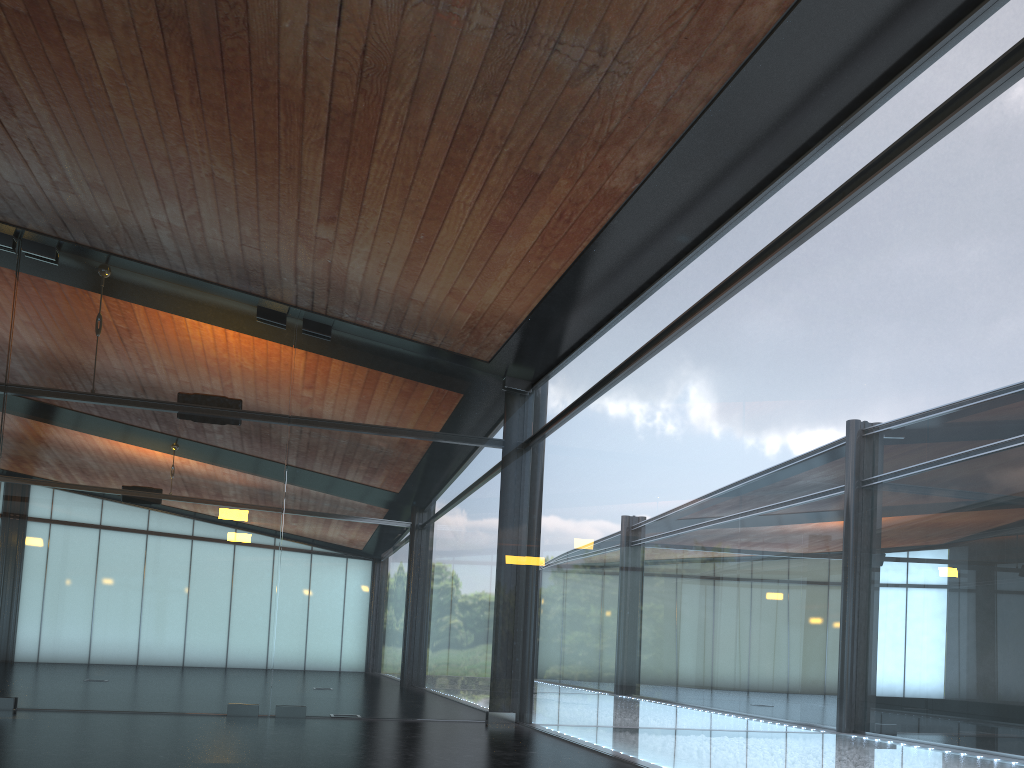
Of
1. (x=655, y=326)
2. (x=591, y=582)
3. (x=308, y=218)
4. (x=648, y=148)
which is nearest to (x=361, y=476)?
(x=591, y=582)
